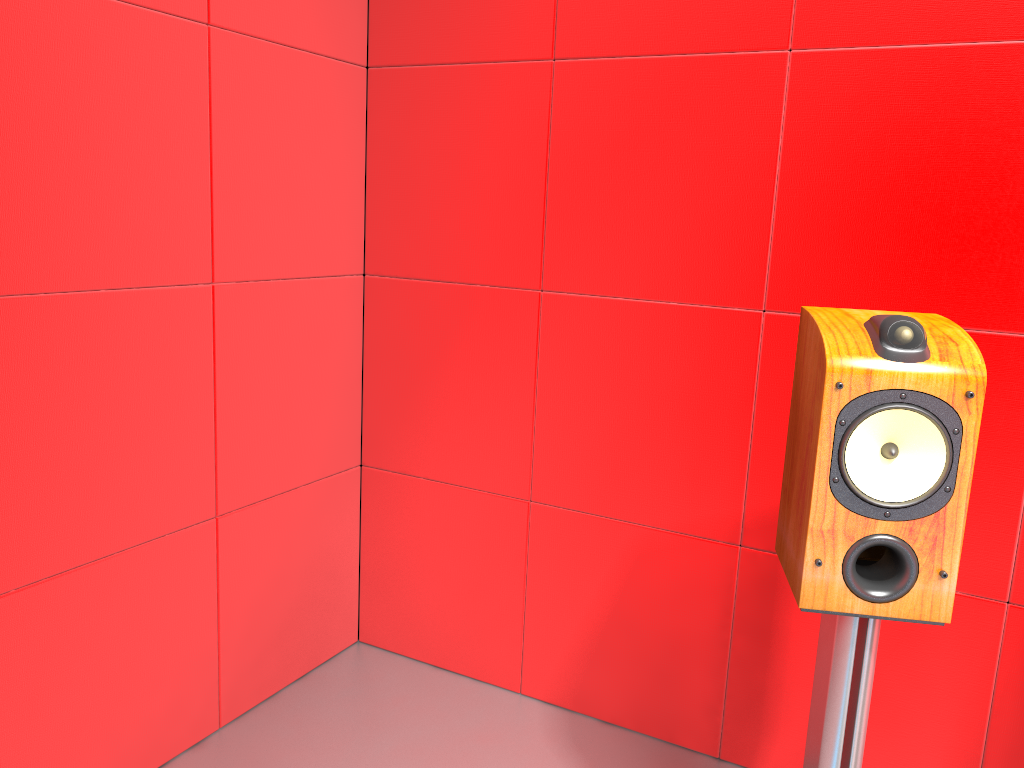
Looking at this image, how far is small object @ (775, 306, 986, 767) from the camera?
1.17m

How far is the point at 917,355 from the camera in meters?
1.2 m

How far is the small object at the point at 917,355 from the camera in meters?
1.2
